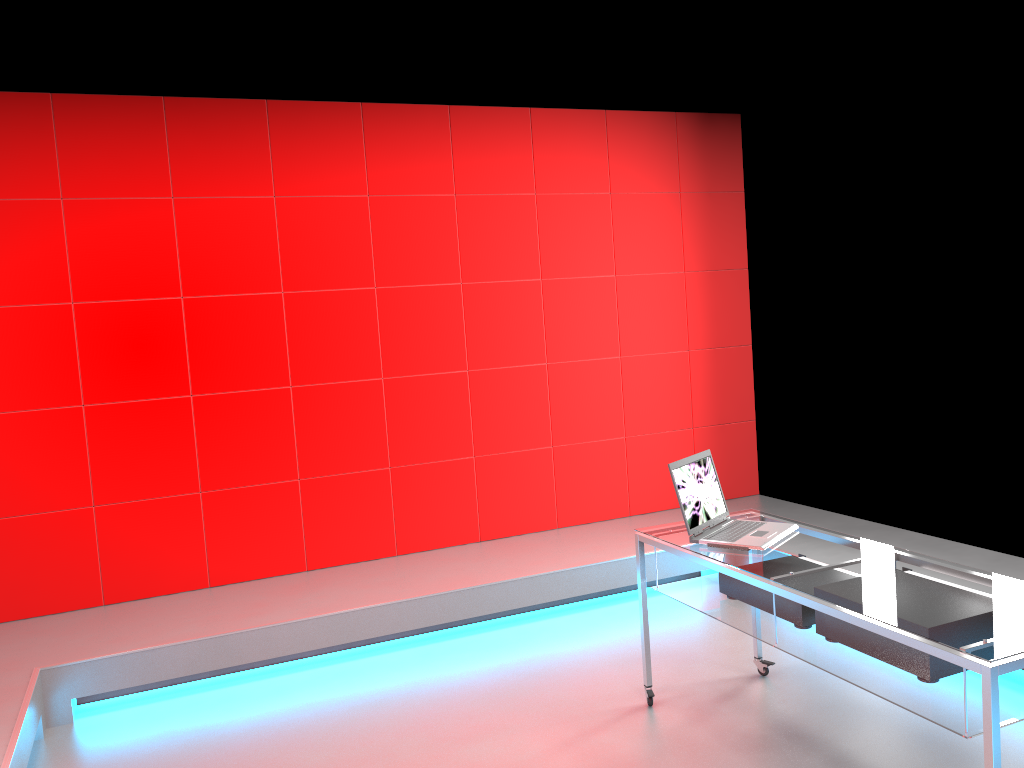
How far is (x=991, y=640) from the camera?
2.09m

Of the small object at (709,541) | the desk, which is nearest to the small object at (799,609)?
the desk

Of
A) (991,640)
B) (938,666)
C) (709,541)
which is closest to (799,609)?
(709,541)

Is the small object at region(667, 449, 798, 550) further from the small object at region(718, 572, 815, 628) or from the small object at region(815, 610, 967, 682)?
the small object at region(815, 610, 967, 682)

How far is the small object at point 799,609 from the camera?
2.79m

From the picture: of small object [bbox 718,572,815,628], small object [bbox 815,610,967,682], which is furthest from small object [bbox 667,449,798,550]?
small object [bbox 815,610,967,682]

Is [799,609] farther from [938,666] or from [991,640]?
[991,640]

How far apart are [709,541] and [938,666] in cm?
88

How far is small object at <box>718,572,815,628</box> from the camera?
2.8 meters

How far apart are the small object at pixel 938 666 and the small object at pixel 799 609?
0.1 meters
